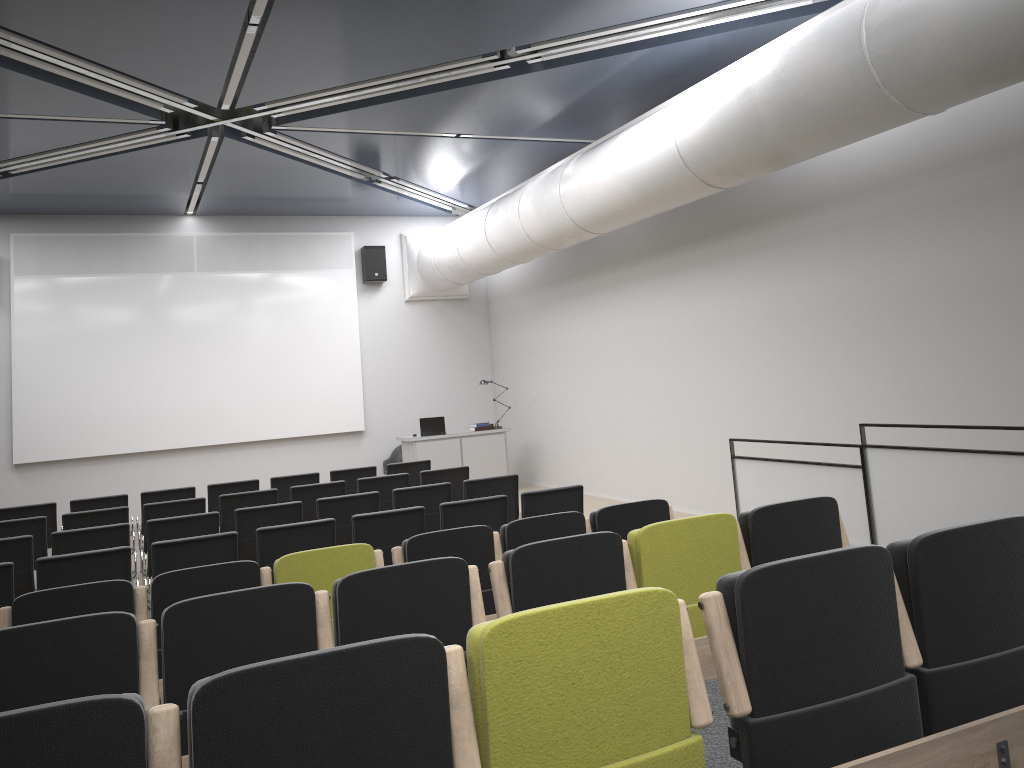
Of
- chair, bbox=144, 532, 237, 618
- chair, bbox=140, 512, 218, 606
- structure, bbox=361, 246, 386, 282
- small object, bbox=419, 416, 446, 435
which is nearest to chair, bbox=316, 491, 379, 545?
chair, bbox=140, 512, 218, 606

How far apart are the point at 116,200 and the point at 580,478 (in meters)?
7.99

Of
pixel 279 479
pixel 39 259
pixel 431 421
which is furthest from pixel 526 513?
pixel 39 259

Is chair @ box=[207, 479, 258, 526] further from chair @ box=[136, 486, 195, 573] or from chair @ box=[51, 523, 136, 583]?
chair @ box=[51, 523, 136, 583]

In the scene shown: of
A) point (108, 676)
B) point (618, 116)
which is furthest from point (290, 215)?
point (108, 676)

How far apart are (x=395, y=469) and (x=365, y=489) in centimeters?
147cm

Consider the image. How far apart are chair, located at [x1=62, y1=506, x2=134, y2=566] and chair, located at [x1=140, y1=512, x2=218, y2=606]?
1.29m

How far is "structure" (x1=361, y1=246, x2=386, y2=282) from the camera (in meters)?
15.16

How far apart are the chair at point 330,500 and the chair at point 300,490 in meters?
1.3

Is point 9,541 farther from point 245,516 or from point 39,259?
point 39,259
